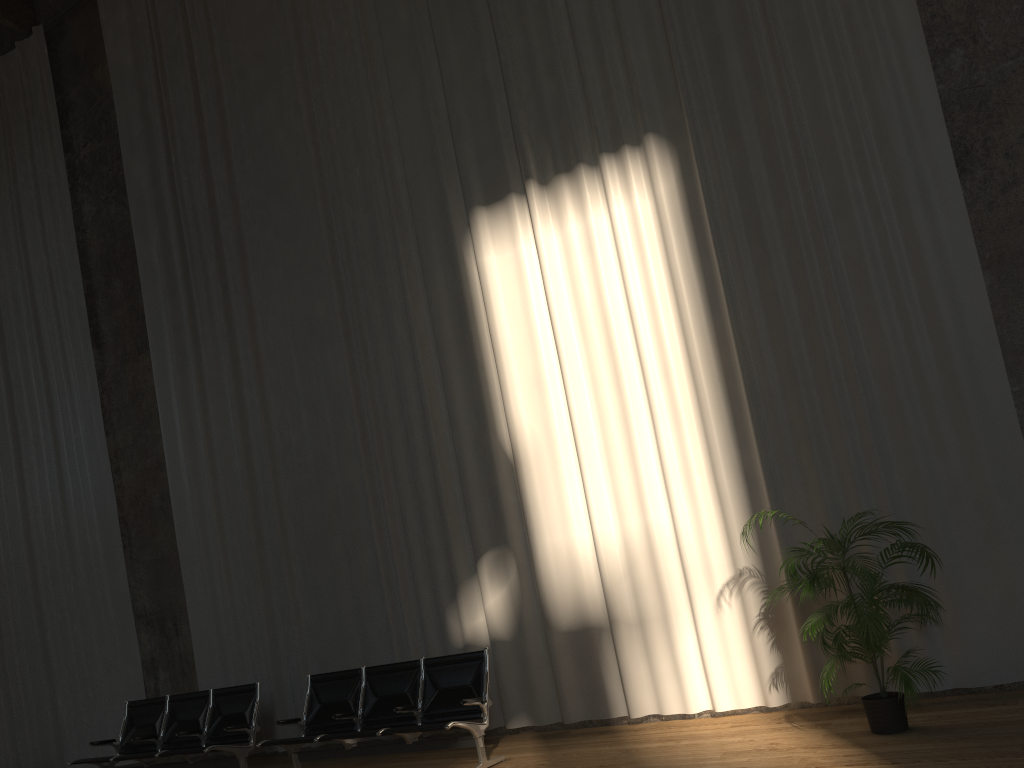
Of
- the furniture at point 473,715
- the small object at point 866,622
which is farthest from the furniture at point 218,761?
the small object at point 866,622

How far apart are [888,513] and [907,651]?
1.1 meters

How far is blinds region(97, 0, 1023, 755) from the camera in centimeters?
601cm

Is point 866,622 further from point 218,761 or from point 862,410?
point 218,761

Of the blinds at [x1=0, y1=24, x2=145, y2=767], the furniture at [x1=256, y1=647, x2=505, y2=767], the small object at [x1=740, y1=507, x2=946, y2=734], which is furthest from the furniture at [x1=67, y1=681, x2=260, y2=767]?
the small object at [x1=740, y1=507, x2=946, y2=734]

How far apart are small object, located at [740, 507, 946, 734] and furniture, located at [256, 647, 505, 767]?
2.29m

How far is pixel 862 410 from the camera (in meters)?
Answer: 6.01

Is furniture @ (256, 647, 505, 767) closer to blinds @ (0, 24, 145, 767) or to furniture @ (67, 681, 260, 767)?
furniture @ (67, 681, 260, 767)

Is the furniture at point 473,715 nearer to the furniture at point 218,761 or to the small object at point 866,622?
the furniture at point 218,761

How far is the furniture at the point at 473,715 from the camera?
6.2 meters
